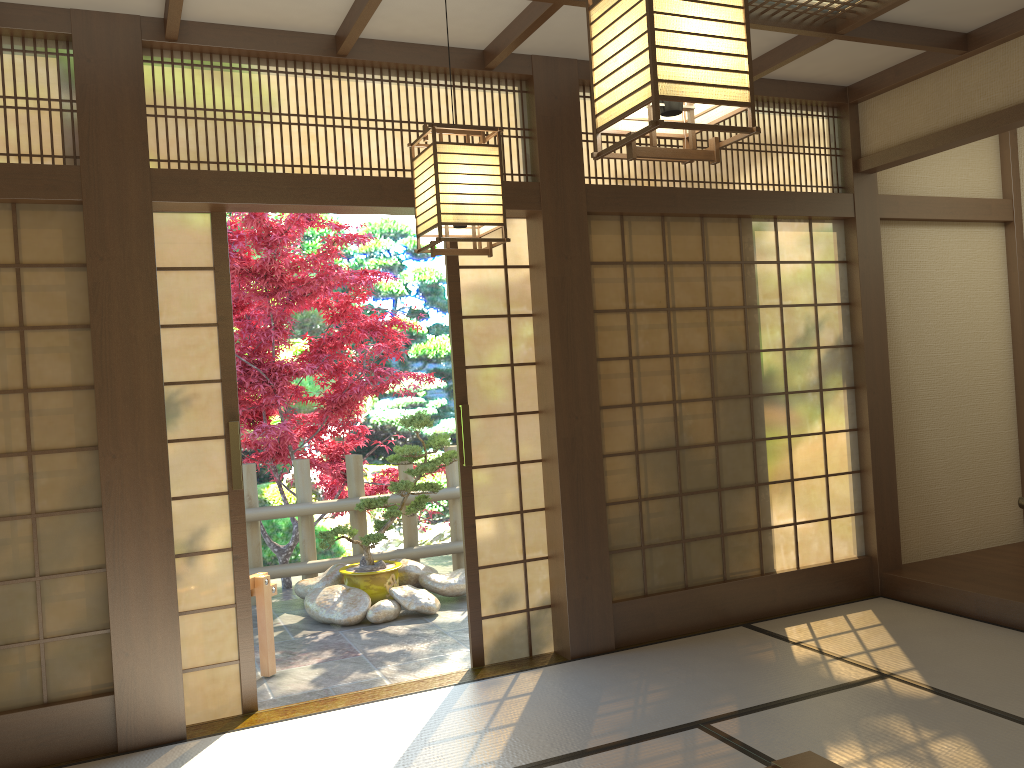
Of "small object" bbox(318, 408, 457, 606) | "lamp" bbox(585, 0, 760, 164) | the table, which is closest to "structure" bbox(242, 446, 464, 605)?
"small object" bbox(318, 408, 457, 606)

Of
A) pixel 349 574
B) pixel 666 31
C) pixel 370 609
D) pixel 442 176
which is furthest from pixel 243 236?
pixel 666 31

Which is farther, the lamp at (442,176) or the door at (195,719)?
the door at (195,719)

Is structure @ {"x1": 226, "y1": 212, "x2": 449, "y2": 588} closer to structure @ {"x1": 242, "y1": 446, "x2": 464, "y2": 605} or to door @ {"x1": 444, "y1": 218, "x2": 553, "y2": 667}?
structure @ {"x1": 242, "y1": 446, "x2": 464, "y2": 605}

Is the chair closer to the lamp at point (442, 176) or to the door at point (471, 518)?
the door at point (471, 518)

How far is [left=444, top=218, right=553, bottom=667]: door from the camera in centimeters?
439cm

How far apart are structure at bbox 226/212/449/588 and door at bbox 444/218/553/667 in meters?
1.9 m

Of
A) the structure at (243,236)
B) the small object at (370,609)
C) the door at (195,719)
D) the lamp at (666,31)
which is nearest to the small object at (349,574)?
the small object at (370,609)

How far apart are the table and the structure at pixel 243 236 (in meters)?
4.64

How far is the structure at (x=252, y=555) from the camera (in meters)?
6.45
